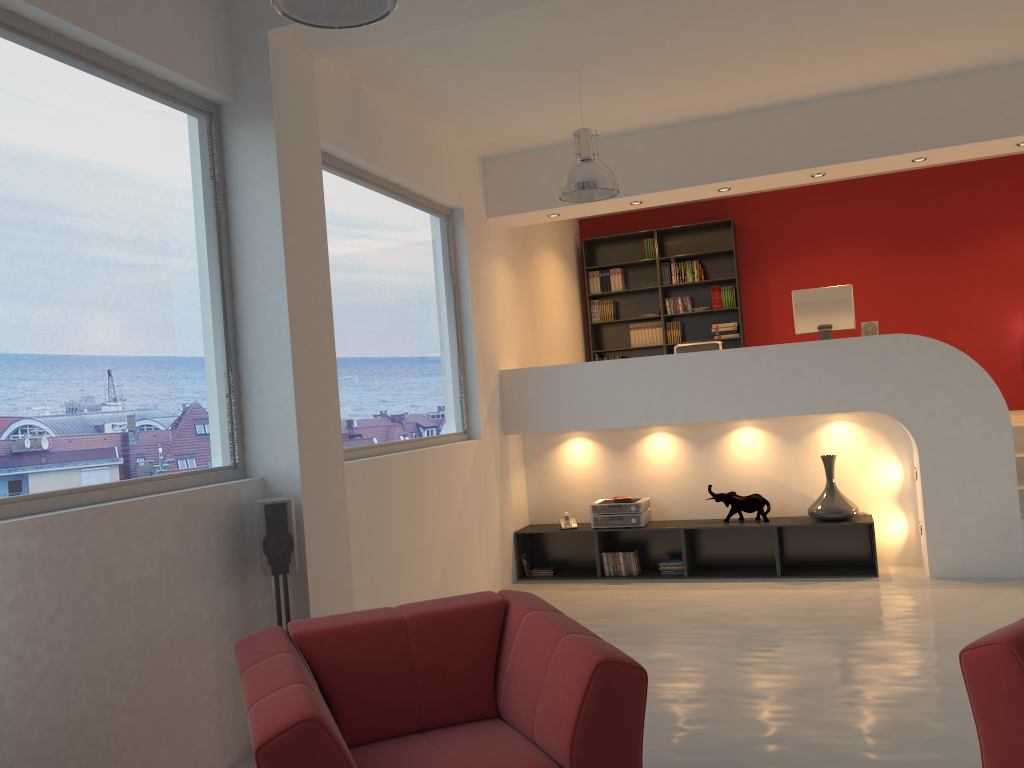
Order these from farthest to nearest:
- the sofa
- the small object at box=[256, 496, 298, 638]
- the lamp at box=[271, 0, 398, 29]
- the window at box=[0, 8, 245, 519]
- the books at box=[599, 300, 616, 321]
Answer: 1. the books at box=[599, 300, 616, 321]
2. the small object at box=[256, 496, 298, 638]
3. the window at box=[0, 8, 245, 519]
4. the lamp at box=[271, 0, 398, 29]
5. the sofa

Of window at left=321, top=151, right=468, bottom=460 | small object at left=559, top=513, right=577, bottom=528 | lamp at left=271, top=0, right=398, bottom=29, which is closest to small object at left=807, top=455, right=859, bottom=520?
small object at left=559, top=513, right=577, bottom=528

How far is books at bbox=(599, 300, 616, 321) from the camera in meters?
9.9

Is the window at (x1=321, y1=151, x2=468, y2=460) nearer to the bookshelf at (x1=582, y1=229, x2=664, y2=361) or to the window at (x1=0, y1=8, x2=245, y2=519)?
the window at (x1=0, y1=8, x2=245, y2=519)

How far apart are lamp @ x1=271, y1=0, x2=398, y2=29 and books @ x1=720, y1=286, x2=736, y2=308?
7.1m

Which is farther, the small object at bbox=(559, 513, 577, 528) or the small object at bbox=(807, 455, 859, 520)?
the small object at bbox=(559, 513, 577, 528)

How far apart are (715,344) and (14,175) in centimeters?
533cm

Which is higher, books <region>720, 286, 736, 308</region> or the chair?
books <region>720, 286, 736, 308</region>

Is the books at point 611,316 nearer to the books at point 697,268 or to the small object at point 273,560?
the books at point 697,268

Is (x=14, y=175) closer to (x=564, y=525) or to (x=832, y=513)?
(x=564, y=525)
